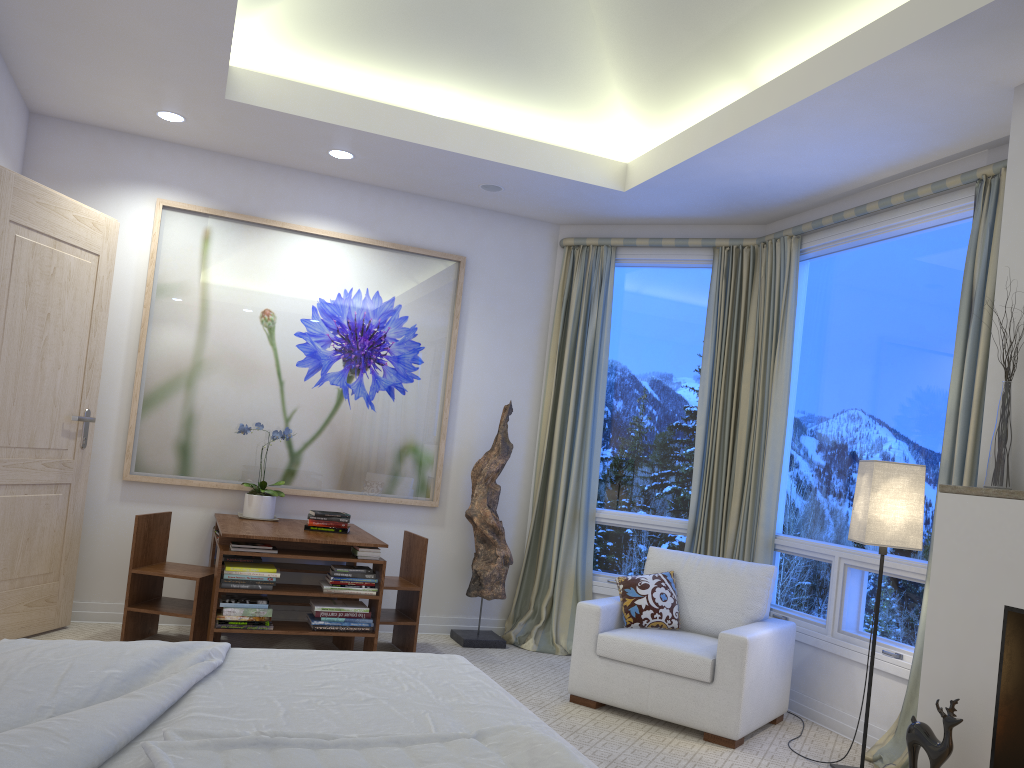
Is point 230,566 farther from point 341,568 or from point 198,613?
point 341,568

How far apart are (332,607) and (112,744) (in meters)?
2.64

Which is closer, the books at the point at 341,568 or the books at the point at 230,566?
the books at the point at 230,566

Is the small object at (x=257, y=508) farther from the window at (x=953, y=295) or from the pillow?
the window at (x=953, y=295)

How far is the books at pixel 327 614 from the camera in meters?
4.0

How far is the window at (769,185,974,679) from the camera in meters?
3.8

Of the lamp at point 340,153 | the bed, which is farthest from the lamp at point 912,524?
the lamp at point 340,153

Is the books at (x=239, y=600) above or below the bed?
below

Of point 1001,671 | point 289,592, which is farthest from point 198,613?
point 1001,671

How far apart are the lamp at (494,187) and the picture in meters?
0.5 m
